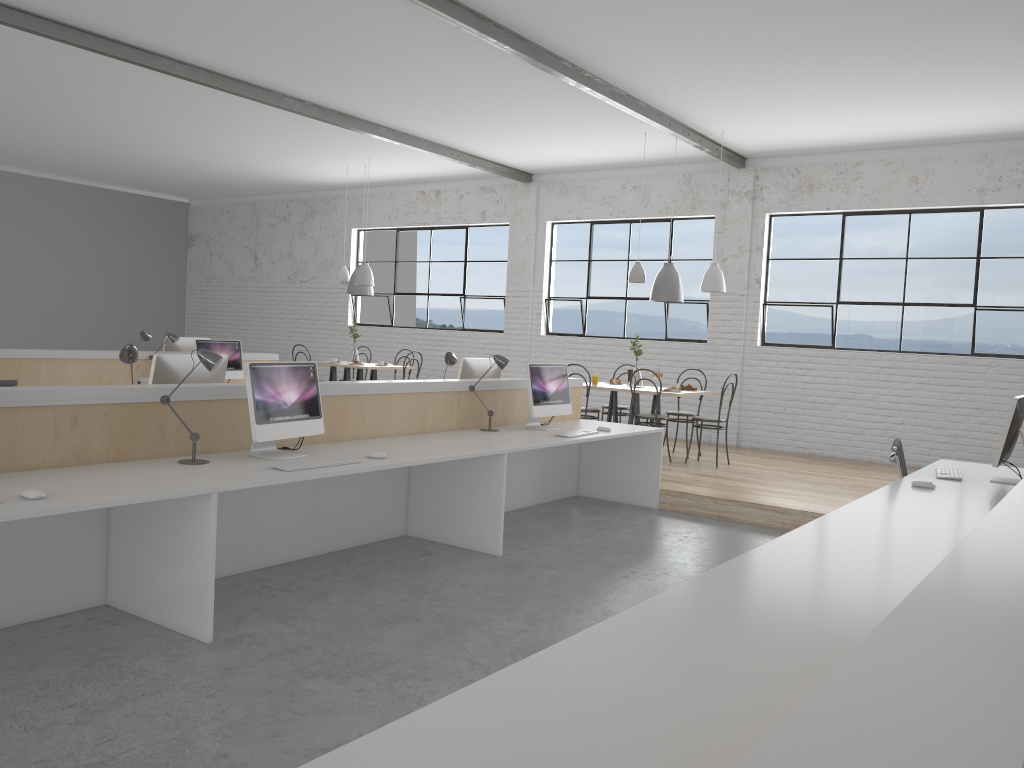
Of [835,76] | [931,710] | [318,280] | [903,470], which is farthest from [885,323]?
[931,710]

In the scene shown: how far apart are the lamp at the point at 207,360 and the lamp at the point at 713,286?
4.28m

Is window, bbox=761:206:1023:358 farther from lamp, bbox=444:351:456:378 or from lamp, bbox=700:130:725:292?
lamp, bbox=444:351:456:378

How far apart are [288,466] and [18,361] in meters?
3.5 m

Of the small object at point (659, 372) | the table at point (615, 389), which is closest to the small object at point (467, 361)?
the table at point (615, 389)

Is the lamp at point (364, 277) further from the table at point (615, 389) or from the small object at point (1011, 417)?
the small object at point (1011, 417)

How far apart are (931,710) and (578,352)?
8.15m

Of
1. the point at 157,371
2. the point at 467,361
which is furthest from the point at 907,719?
the point at 467,361

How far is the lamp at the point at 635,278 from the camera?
6.80m

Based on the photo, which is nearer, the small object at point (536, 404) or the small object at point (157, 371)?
the small object at point (157, 371)
